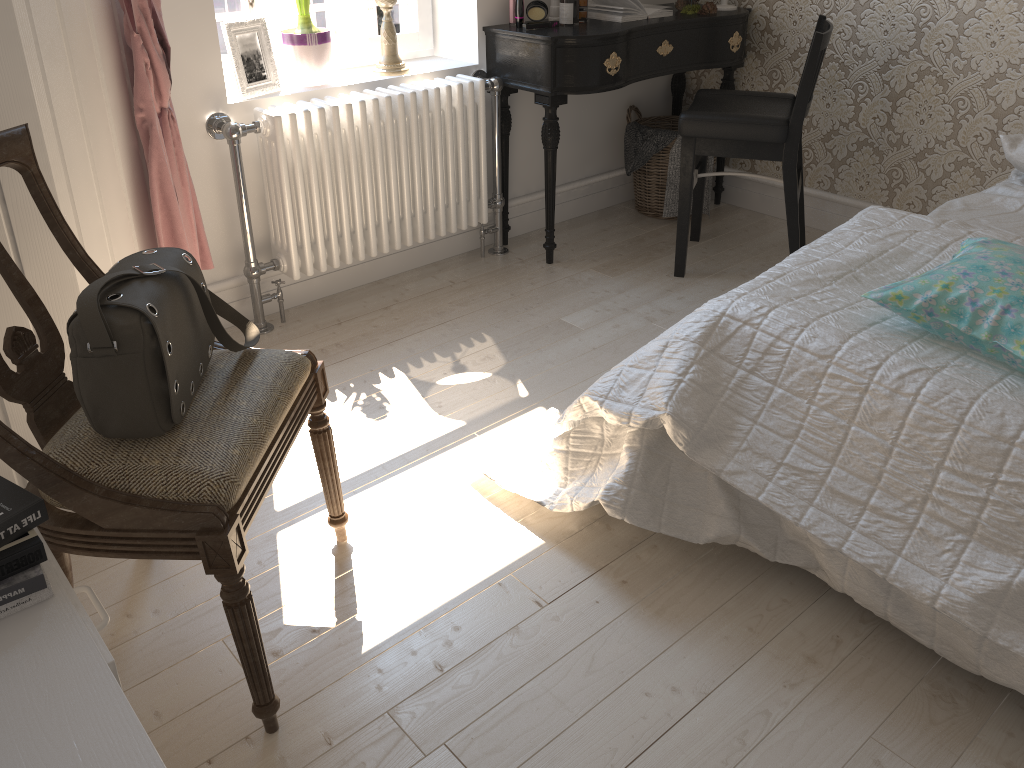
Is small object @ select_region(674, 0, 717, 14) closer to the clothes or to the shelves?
the clothes

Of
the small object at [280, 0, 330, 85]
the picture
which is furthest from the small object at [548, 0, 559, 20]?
the picture

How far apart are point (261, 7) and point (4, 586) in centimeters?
219cm

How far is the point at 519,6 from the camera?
2.95m

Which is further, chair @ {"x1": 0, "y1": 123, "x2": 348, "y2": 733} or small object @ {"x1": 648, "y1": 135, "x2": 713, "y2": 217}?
small object @ {"x1": 648, "y1": 135, "x2": 713, "y2": 217}

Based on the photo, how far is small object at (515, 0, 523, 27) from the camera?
2.95m

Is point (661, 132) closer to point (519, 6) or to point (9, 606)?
point (519, 6)

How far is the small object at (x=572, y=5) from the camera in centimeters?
300cm

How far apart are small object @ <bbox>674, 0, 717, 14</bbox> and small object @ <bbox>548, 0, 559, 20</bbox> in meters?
0.6

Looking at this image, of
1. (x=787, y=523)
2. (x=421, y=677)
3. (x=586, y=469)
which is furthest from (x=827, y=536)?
(x=421, y=677)
